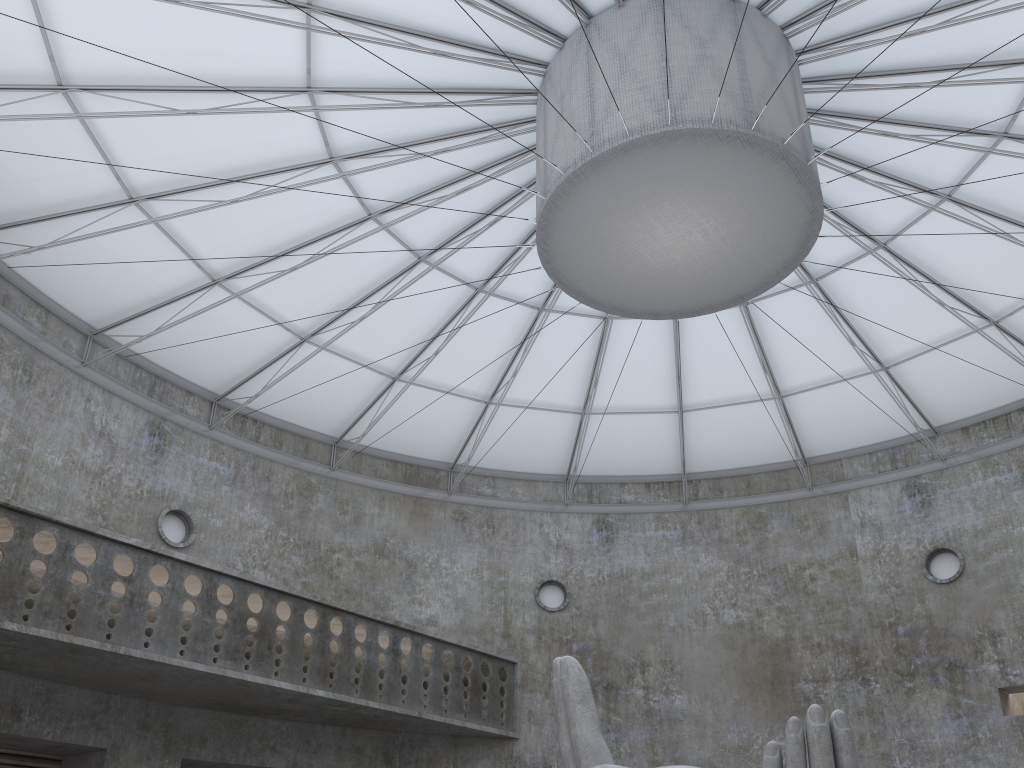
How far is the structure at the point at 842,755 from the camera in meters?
13.7 m

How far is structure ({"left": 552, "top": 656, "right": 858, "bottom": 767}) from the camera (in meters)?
13.65

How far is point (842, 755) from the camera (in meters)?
13.65
